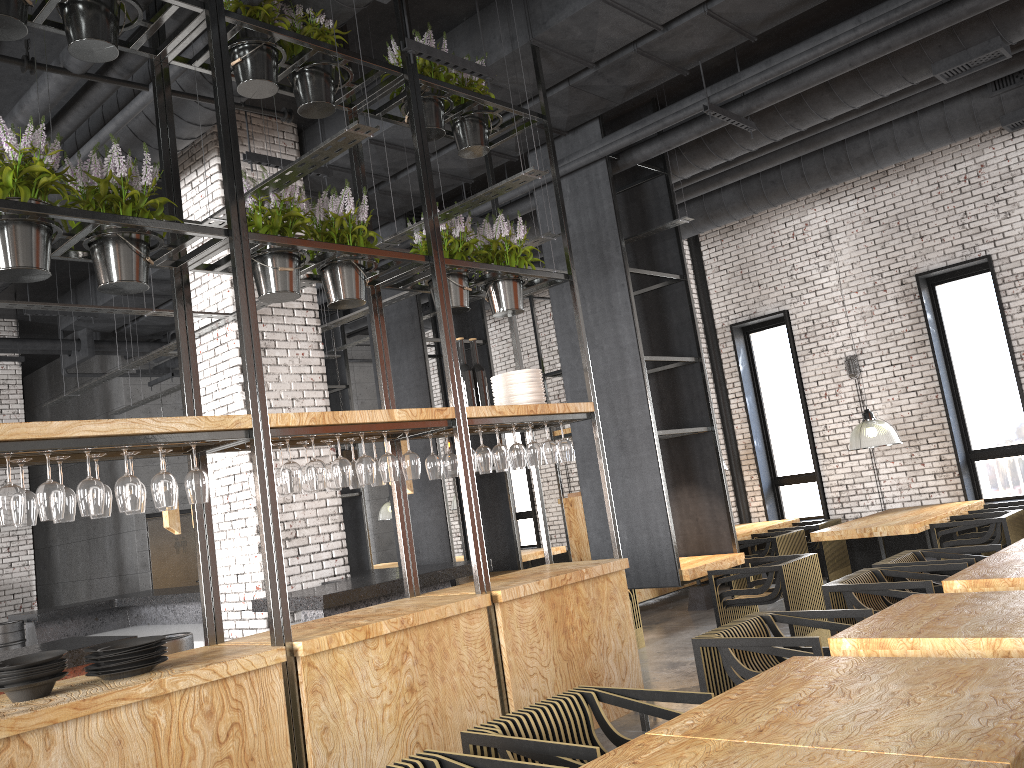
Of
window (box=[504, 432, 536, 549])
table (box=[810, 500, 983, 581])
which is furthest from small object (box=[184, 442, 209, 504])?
window (box=[504, 432, 536, 549])

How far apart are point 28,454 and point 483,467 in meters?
2.4

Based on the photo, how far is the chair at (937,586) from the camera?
5.7m

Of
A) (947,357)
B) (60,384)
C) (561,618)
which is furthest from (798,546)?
(60,384)

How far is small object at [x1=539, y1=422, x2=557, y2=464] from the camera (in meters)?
5.45

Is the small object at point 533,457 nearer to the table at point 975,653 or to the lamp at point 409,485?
the lamp at point 409,485

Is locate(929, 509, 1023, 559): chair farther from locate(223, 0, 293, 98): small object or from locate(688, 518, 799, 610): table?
locate(223, 0, 293, 98): small object

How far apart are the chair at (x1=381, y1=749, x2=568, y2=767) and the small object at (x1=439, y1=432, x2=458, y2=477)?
2.4 meters

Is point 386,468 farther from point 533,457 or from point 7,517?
point 7,517

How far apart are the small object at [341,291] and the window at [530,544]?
10.1 meters
